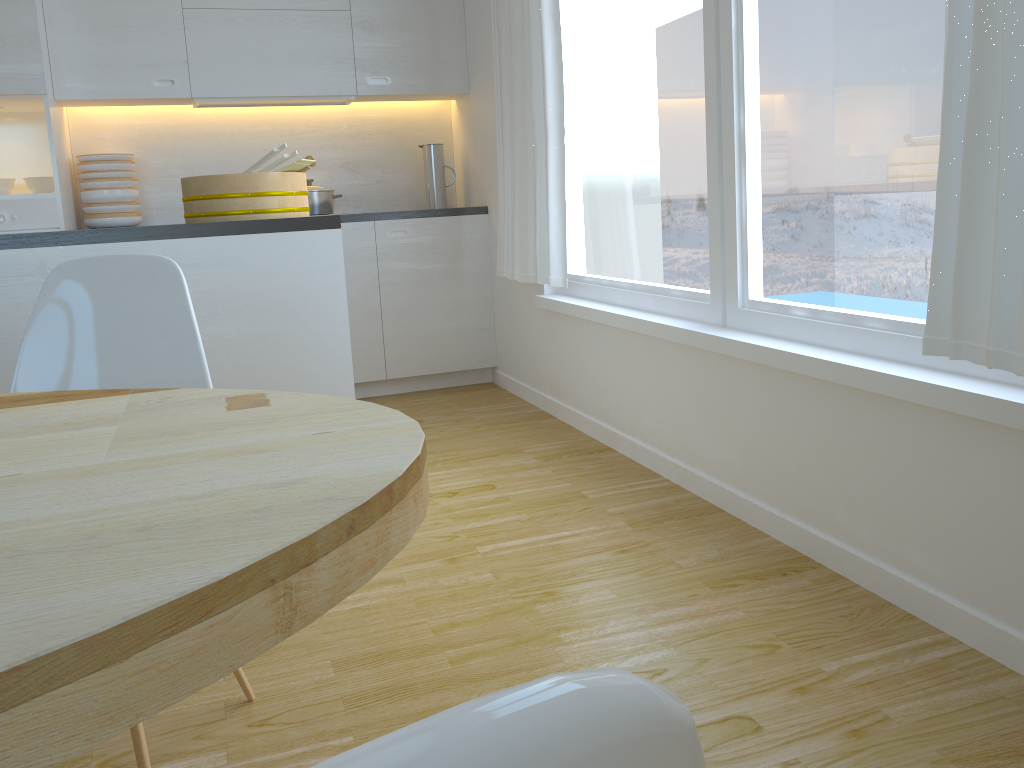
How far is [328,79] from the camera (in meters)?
4.40

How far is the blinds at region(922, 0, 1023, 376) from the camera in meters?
1.5

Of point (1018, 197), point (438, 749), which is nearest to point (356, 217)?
point (1018, 197)

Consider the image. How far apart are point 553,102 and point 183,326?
2.2m

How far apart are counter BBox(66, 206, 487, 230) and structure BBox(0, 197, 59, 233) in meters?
1.3

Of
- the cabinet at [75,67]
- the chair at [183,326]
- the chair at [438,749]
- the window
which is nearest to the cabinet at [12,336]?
the chair at [183,326]

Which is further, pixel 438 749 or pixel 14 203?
pixel 14 203

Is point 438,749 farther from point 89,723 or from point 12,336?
point 12,336

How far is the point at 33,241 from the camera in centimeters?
233cm

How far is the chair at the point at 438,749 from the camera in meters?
Result: 0.1
